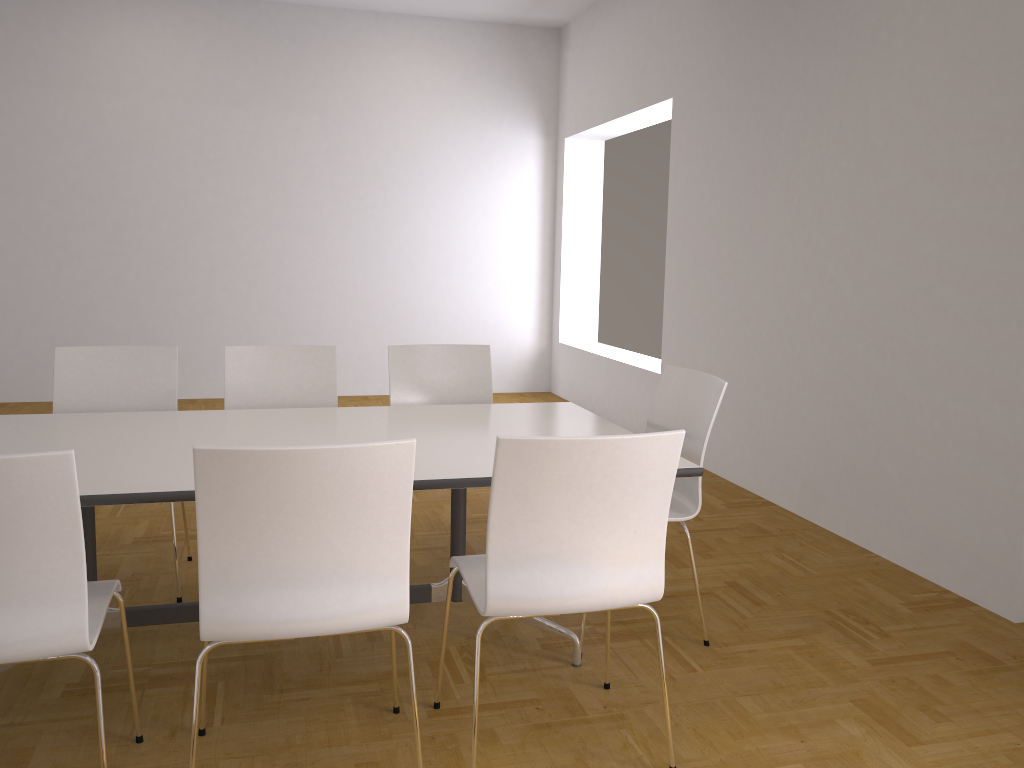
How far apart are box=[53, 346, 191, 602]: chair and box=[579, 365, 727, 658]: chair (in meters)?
1.97

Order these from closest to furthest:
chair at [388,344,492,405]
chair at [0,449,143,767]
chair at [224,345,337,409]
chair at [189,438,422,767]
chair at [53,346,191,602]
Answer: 1. chair at [0,449,143,767]
2. chair at [189,438,422,767]
3. chair at [53,346,191,602]
4. chair at [224,345,337,409]
5. chair at [388,344,492,405]

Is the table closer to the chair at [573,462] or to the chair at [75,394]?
the chair at [573,462]

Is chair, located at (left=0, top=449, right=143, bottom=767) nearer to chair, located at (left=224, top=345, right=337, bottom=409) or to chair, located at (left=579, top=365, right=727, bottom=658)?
chair, located at (left=224, top=345, right=337, bottom=409)

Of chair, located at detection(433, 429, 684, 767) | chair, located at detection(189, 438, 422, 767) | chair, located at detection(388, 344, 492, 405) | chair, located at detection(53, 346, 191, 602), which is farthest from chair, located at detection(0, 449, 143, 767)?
chair, located at detection(388, 344, 492, 405)

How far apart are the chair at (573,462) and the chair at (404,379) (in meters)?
1.48

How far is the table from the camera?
2.44m

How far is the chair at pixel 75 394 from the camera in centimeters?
362cm

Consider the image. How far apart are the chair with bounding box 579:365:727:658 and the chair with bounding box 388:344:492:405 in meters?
0.9

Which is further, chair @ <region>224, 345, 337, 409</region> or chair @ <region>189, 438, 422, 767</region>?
chair @ <region>224, 345, 337, 409</region>
